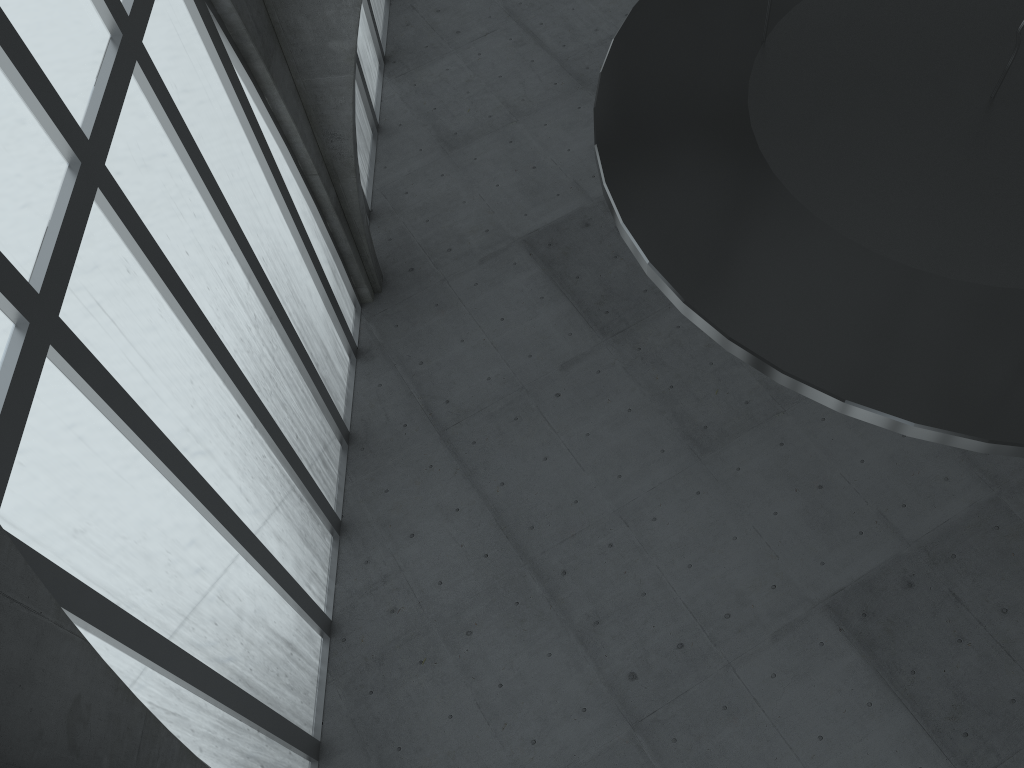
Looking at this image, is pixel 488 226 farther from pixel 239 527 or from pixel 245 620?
pixel 245 620

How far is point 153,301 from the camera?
16.33m

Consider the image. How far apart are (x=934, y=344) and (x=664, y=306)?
20.1m
